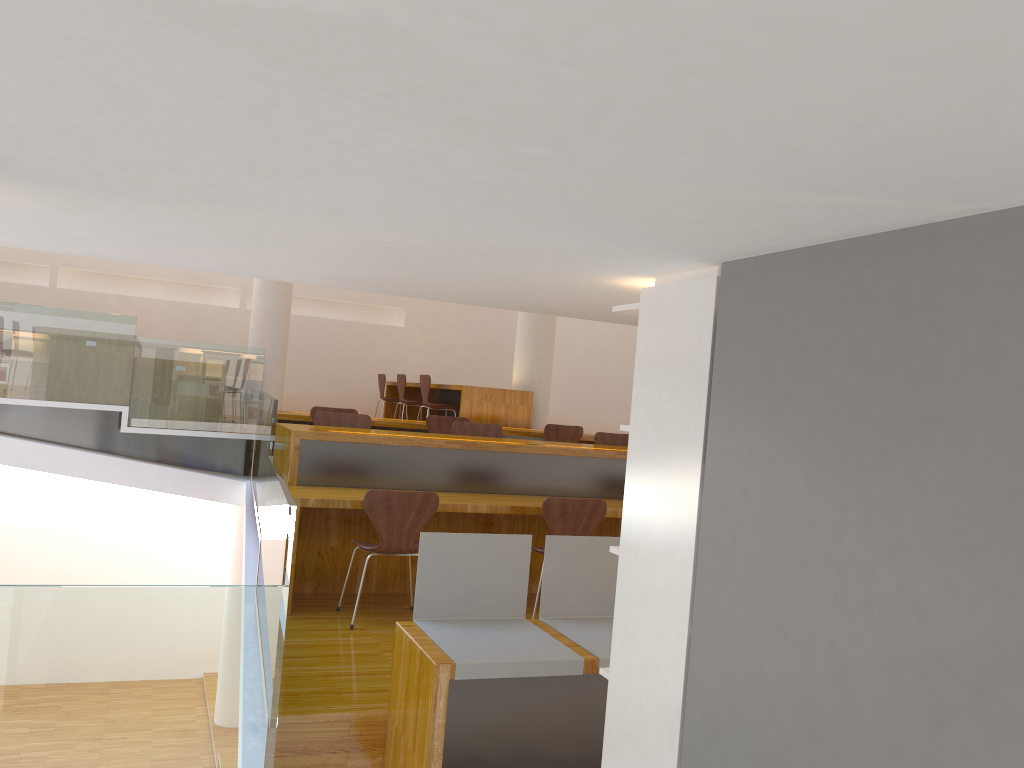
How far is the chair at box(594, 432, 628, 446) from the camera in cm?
672

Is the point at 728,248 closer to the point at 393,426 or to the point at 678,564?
the point at 678,564

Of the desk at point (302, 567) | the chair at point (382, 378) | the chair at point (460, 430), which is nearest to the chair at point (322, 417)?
the desk at point (302, 567)

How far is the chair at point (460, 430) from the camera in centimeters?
634cm

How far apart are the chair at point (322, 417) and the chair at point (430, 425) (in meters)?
1.45

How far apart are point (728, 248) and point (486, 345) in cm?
1090

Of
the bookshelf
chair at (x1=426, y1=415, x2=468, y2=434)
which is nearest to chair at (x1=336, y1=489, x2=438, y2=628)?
the bookshelf

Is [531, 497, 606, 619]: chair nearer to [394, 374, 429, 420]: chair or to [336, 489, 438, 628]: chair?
[336, 489, 438, 628]: chair

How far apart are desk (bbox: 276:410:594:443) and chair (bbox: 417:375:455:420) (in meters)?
0.74

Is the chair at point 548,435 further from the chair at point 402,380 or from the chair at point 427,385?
the chair at point 402,380
